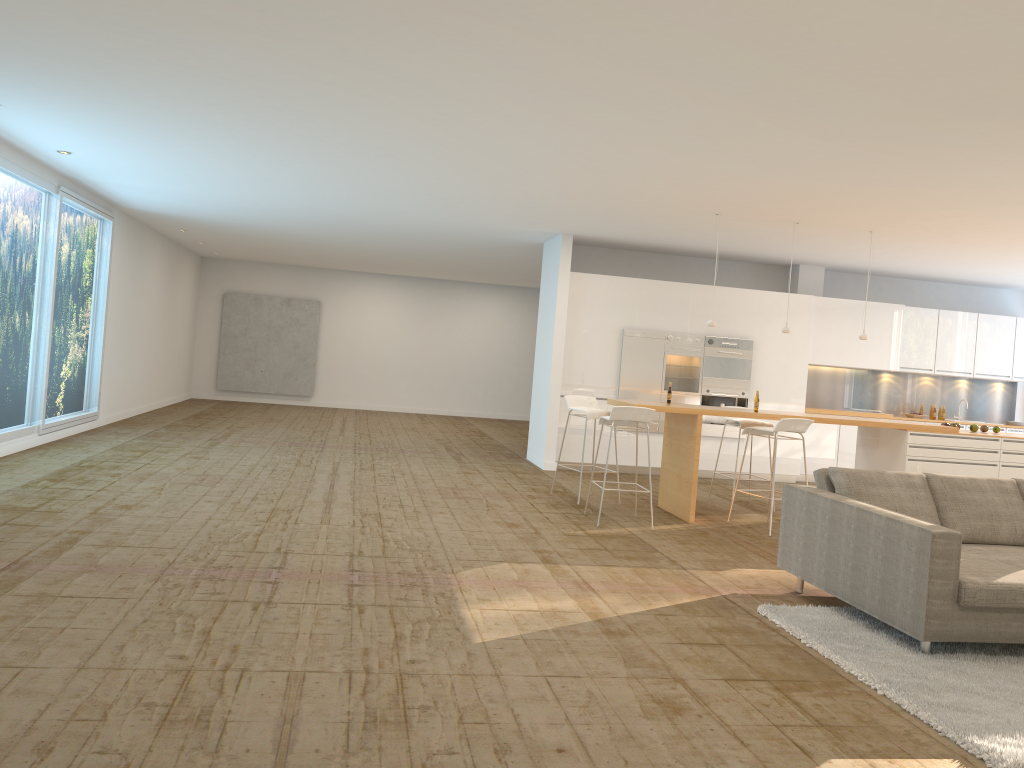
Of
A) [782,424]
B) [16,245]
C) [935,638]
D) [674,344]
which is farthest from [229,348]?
[935,638]

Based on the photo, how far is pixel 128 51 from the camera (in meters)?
5.21

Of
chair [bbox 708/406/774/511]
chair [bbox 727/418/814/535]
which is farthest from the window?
chair [bbox 708/406/774/511]

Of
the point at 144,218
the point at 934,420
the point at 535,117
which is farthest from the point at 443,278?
the point at 535,117

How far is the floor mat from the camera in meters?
3.6 m

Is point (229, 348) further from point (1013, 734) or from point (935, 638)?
point (1013, 734)

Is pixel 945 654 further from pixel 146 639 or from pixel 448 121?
pixel 448 121

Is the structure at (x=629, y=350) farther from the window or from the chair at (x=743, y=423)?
the window

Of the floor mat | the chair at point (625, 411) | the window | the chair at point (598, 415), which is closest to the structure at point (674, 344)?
the chair at point (598, 415)

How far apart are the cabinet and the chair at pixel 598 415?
2.1 meters
